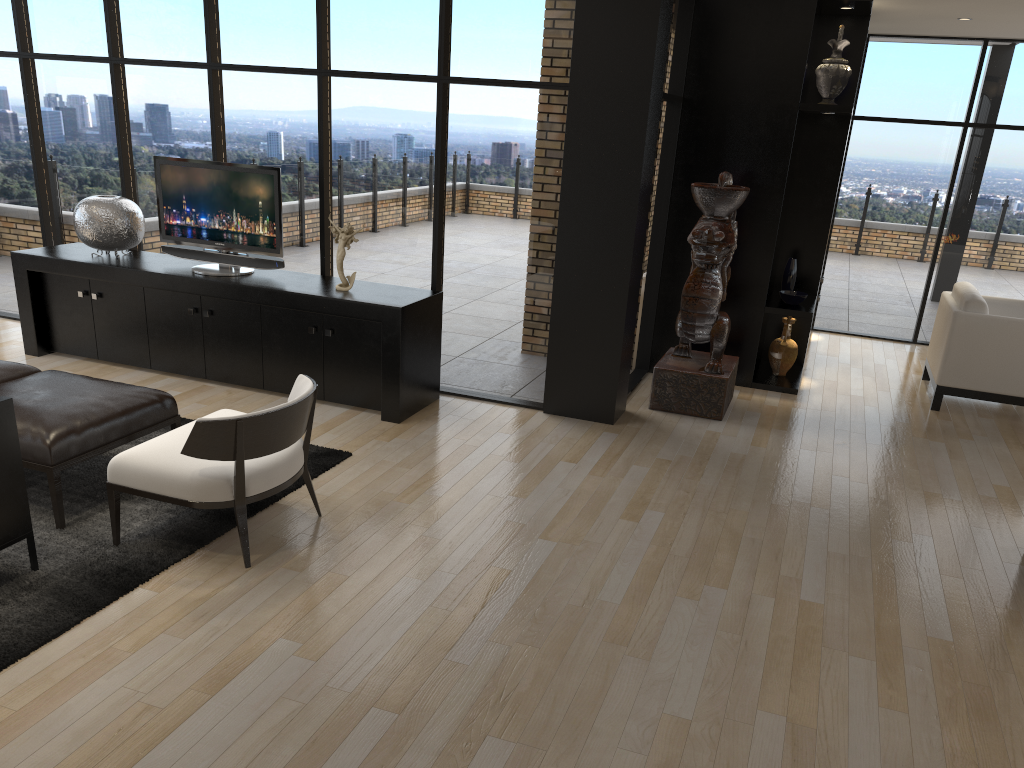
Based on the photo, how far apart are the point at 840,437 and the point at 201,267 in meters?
4.5 m

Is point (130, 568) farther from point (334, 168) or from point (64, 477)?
point (334, 168)

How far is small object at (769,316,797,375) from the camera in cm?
700

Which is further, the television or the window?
the television

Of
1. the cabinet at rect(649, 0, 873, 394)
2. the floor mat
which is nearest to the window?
the cabinet at rect(649, 0, 873, 394)

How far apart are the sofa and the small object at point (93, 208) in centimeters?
316cm

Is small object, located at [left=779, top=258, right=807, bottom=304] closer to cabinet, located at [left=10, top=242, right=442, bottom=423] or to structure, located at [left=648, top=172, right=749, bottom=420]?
structure, located at [left=648, top=172, right=749, bottom=420]

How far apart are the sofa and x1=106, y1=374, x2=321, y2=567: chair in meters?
0.3

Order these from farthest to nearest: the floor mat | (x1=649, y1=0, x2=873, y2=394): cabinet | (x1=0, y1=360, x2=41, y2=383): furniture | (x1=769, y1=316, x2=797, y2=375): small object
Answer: (x1=769, y1=316, x2=797, y2=375): small object < (x1=649, y1=0, x2=873, y2=394): cabinet < (x1=0, y1=360, x2=41, y2=383): furniture < the floor mat

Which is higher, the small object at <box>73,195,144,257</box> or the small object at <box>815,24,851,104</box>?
the small object at <box>815,24,851,104</box>
